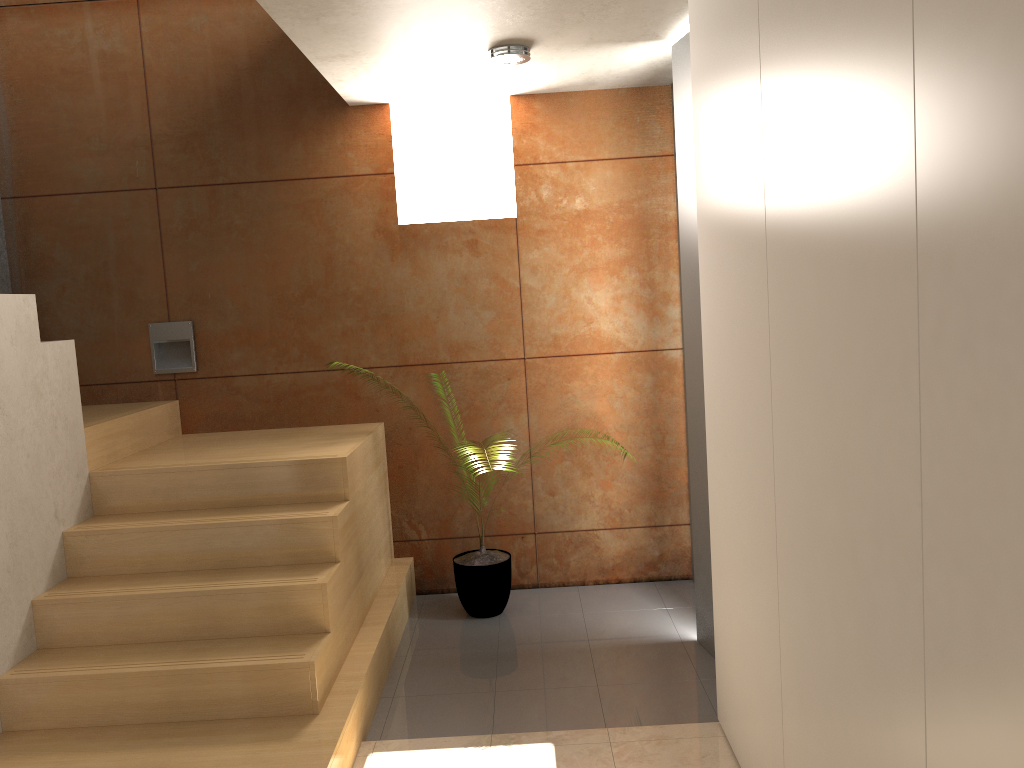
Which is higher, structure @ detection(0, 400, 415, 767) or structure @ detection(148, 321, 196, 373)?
structure @ detection(148, 321, 196, 373)

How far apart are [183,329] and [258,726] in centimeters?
234cm

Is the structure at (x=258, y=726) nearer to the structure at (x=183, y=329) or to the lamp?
the structure at (x=183, y=329)

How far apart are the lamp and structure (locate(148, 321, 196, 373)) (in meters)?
2.08

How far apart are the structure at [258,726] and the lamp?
1.7m

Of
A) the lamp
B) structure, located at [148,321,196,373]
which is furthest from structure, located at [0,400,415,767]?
the lamp

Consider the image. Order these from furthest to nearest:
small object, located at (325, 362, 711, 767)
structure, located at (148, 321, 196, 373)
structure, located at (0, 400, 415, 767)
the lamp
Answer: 1. structure, located at (148, 321, 196, 373)
2. small object, located at (325, 362, 711, 767)
3. the lamp
4. structure, located at (0, 400, 415, 767)

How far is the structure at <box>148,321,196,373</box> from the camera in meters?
4.5 m

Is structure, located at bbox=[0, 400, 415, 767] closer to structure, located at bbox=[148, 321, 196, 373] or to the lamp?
structure, located at bbox=[148, 321, 196, 373]

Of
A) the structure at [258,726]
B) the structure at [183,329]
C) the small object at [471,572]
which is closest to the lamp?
the structure at [258,726]
